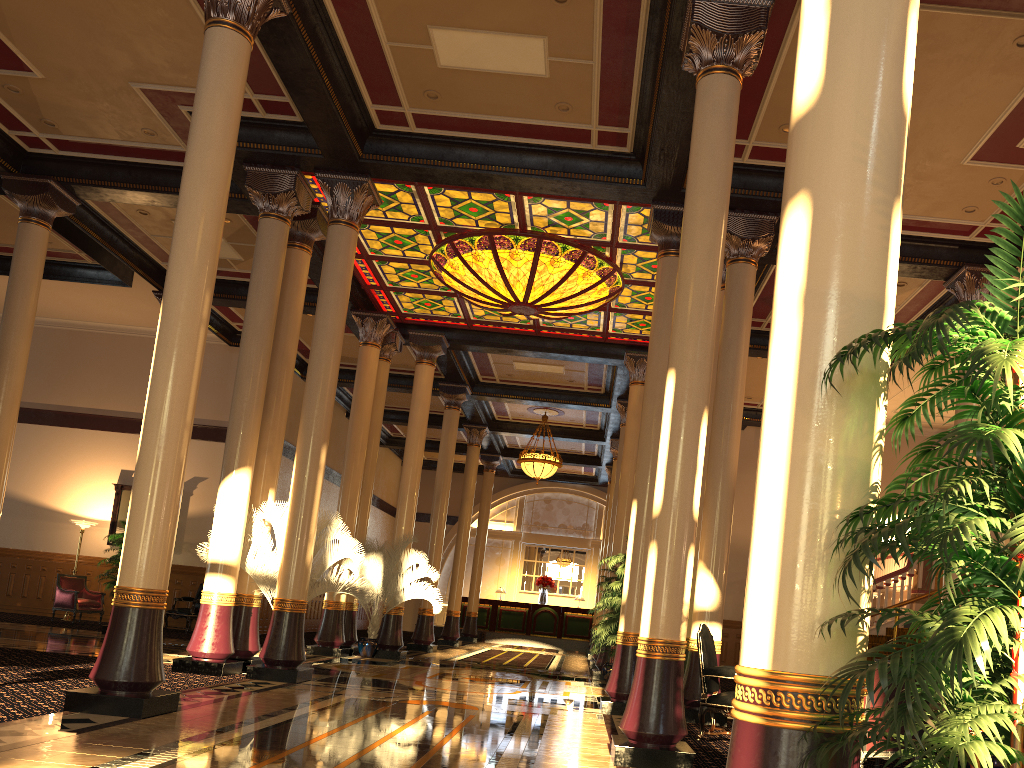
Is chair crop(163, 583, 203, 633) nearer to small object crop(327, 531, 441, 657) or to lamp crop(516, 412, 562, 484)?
small object crop(327, 531, 441, 657)

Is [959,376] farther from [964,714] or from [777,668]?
[964,714]

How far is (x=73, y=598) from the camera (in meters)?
16.66

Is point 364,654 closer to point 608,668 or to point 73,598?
point 608,668

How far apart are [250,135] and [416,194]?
2.3m

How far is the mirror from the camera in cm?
1862

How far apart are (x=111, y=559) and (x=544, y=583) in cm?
1442

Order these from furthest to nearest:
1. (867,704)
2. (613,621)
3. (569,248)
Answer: (569,248) → (613,621) → (867,704)

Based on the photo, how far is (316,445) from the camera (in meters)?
10.23

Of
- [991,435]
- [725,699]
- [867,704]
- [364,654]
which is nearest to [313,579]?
[364,654]
